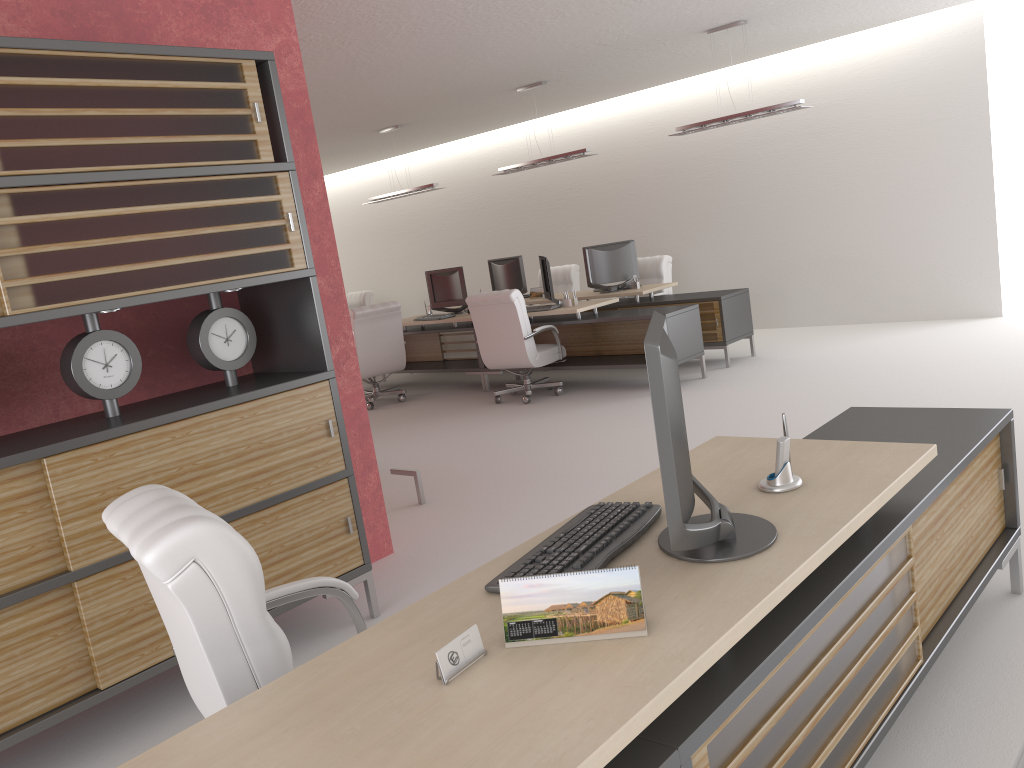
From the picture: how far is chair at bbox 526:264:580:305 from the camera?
17.0 meters

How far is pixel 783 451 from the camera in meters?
3.5

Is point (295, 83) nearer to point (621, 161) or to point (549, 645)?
point (549, 645)

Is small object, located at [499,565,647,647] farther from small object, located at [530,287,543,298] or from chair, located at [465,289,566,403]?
small object, located at [530,287,543,298]

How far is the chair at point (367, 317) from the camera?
13.76m

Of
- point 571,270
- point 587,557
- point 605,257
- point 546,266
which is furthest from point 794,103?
point 587,557

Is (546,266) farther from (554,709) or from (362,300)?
(554,709)

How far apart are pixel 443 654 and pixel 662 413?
0.9m

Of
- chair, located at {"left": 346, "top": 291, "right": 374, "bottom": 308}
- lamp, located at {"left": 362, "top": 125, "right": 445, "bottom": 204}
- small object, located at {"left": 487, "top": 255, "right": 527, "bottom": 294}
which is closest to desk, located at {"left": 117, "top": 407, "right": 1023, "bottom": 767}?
small object, located at {"left": 487, "top": 255, "right": 527, "bottom": 294}

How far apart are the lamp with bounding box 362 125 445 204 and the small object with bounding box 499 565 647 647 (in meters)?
13.60
